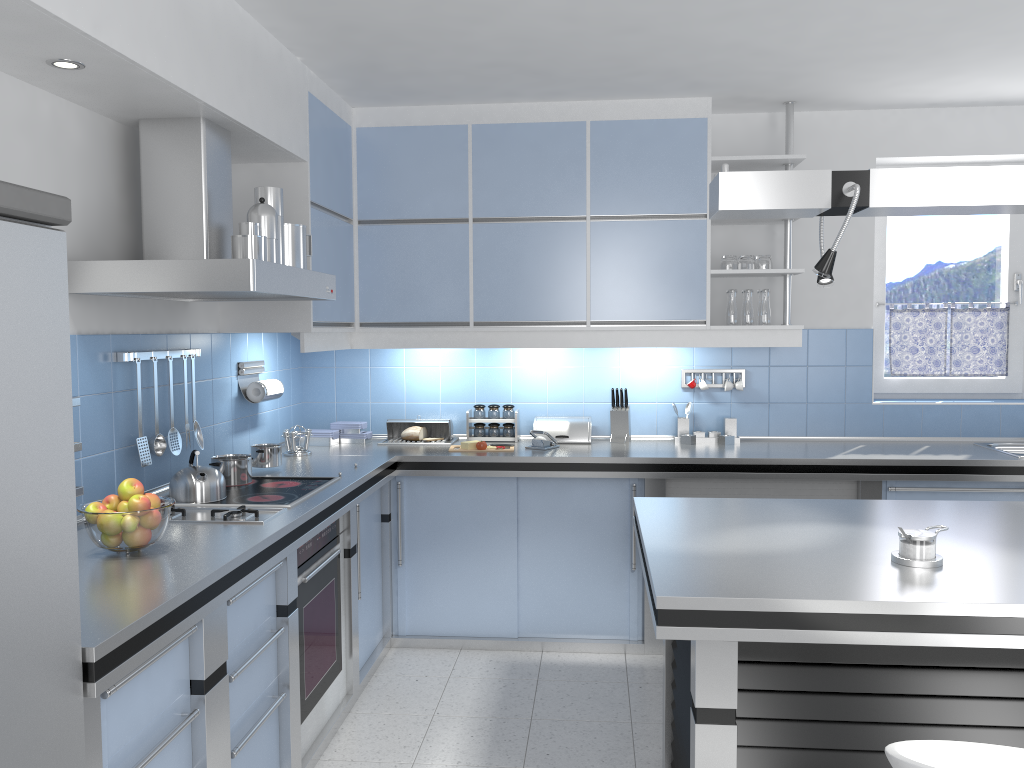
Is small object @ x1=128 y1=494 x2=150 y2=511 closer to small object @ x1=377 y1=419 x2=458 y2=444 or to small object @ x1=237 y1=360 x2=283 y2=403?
small object @ x1=237 y1=360 x2=283 y2=403

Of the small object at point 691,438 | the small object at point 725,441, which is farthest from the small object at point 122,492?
the small object at point 725,441

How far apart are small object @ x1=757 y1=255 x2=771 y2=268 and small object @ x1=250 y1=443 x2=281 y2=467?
2.5 meters

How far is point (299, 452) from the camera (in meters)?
4.31

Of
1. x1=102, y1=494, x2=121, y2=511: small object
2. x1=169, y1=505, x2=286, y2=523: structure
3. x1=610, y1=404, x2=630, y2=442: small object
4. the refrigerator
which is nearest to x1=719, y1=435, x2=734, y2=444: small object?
x1=610, y1=404, x2=630, y2=442: small object

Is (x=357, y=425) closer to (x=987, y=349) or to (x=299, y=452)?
(x=299, y=452)

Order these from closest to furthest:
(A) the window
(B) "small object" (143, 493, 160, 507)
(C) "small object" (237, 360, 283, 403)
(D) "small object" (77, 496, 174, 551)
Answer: (D) "small object" (77, 496, 174, 551) < (B) "small object" (143, 493, 160, 507) < (C) "small object" (237, 360, 283, 403) < (A) the window

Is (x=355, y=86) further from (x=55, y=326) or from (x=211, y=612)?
(x=55, y=326)

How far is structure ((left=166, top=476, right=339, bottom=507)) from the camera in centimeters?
316cm

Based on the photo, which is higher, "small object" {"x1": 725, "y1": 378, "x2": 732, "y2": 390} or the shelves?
the shelves
